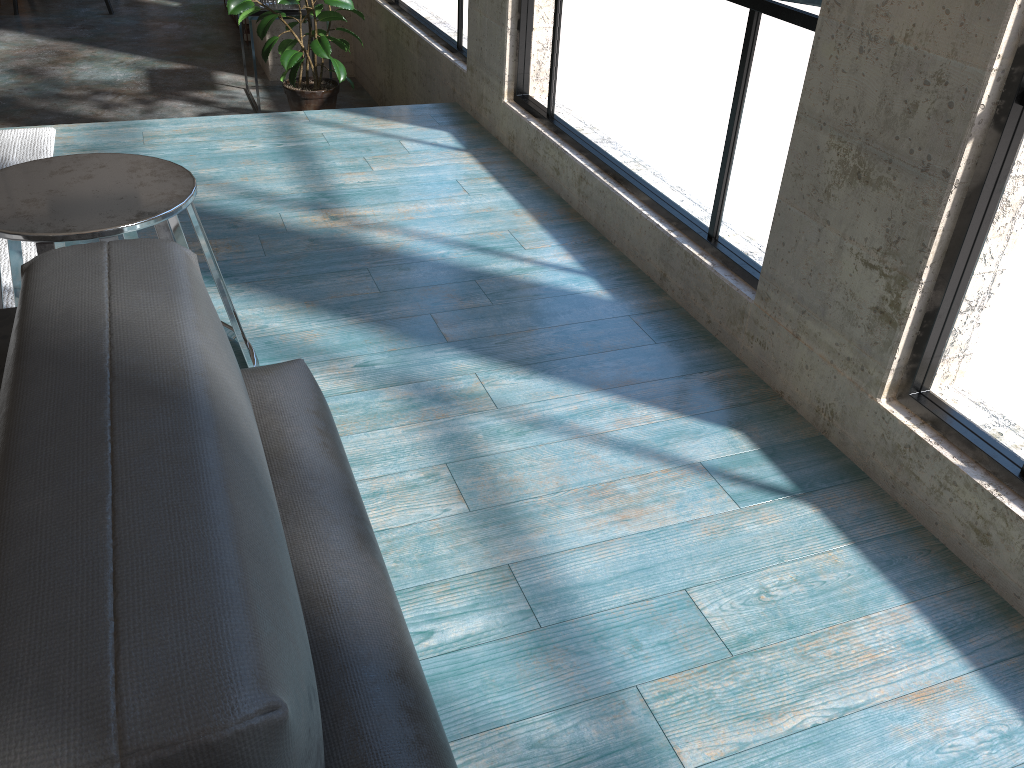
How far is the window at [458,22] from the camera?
4.13m

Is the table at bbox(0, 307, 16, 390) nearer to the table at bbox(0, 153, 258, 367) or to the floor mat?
the table at bbox(0, 153, 258, 367)

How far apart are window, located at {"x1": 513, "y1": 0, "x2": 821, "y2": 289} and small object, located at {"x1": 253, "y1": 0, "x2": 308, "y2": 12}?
2.16m

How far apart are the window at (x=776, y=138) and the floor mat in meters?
1.8 m

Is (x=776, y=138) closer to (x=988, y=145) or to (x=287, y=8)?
(x=988, y=145)

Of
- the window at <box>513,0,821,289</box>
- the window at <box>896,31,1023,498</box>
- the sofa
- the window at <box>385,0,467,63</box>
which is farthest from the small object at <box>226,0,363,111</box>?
the window at <box>896,31,1023,498</box>

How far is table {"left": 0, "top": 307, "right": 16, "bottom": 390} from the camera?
1.5 meters

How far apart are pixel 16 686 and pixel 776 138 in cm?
200

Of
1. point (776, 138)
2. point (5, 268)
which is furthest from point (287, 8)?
point (776, 138)

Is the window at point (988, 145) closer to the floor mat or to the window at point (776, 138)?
the window at point (776, 138)
